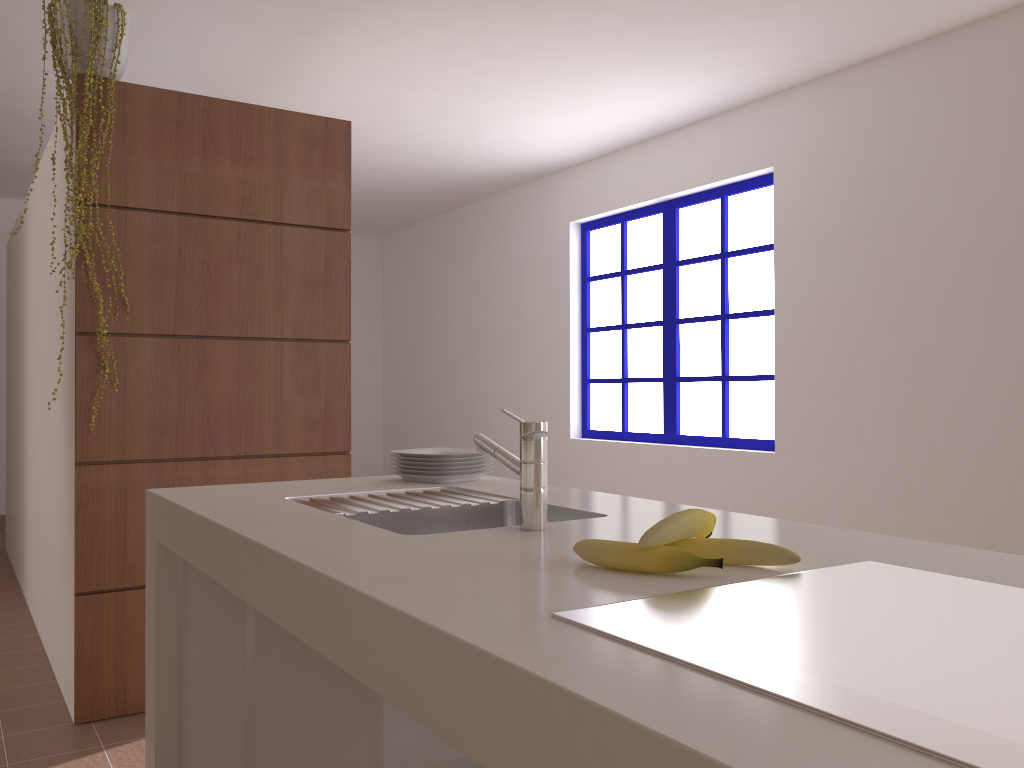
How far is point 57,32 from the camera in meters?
2.7

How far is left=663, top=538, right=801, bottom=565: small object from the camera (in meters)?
1.08

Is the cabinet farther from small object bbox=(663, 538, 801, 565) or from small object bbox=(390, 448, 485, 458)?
small object bbox=(390, 448, 485, 458)

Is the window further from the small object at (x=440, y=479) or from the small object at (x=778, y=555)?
the small object at (x=778, y=555)

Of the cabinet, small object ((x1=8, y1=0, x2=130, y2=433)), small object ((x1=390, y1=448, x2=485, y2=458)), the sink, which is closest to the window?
small object ((x1=390, y1=448, x2=485, y2=458))

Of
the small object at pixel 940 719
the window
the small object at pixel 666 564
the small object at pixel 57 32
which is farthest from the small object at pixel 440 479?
the window

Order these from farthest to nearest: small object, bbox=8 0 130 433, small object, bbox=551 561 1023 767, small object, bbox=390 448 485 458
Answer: → small object, bbox=8 0 130 433 → small object, bbox=390 448 485 458 → small object, bbox=551 561 1023 767

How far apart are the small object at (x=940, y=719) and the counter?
0.01m

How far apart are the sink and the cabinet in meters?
0.2

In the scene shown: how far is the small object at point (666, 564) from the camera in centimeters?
104cm
